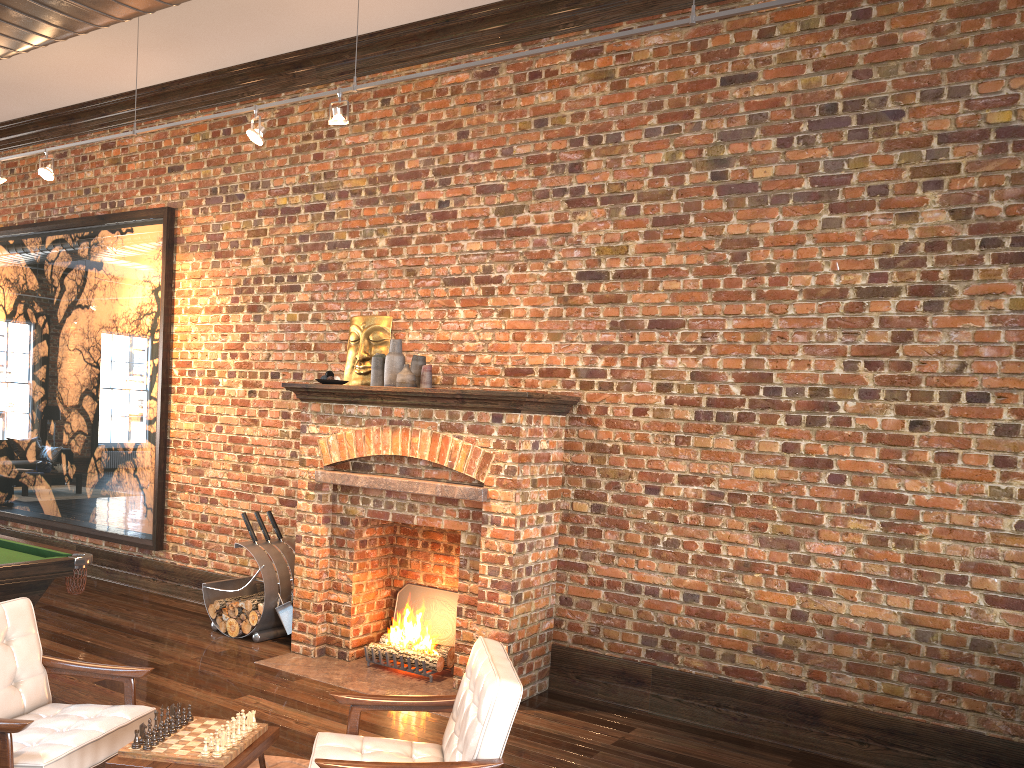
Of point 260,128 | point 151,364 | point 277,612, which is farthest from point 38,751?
point 151,364

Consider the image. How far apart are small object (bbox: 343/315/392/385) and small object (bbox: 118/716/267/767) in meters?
3.4 m

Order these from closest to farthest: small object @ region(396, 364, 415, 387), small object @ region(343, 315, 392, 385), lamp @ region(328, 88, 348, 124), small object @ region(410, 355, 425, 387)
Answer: lamp @ region(328, 88, 348, 124)
small object @ region(396, 364, 415, 387)
small object @ region(410, 355, 425, 387)
small object @ region(343, 315, 392, 385)

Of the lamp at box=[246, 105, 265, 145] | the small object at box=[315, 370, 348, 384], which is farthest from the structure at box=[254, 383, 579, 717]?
the lamp at box=[246, 105, 265, 145]

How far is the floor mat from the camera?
4.3m

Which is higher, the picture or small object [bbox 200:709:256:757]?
the picture

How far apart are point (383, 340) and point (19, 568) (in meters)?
2.81

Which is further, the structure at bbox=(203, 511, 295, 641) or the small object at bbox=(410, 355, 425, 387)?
the structure at bbox=(203, 511, 295, 641)

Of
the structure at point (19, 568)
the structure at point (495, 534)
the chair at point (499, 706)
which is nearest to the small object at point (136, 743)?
the chair at point (499, 706)

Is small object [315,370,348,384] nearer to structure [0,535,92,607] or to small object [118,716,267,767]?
structure [0,535,92,607]
